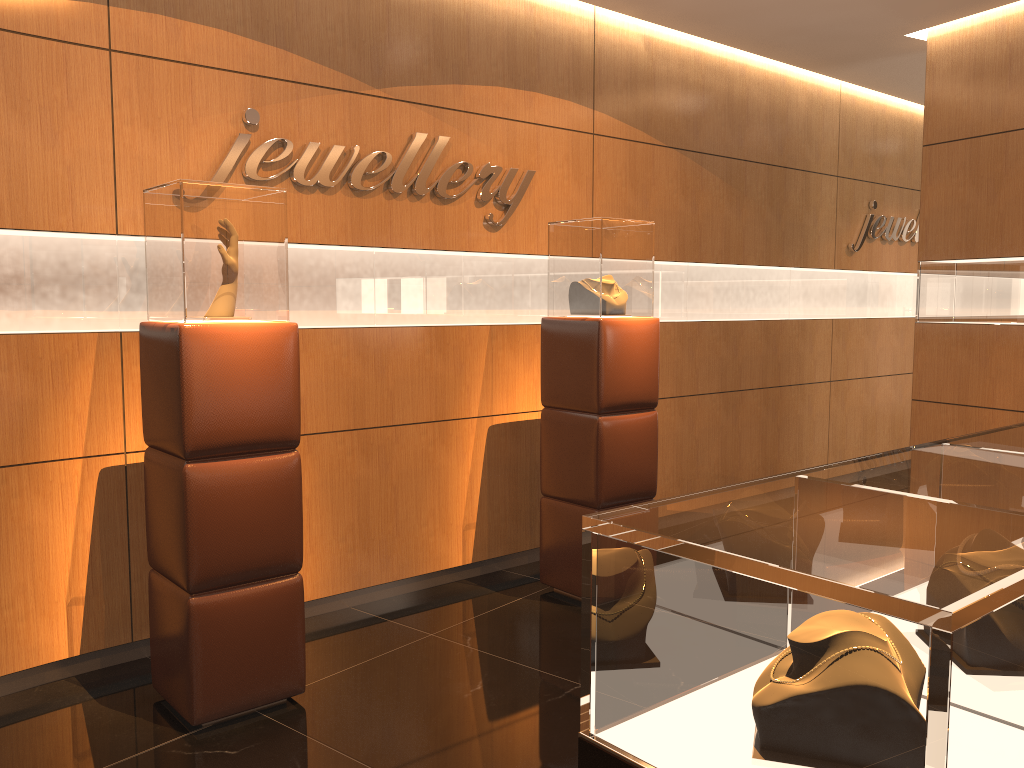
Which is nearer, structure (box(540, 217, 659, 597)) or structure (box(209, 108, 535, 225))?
structure (box(209, 108, 535, 225))

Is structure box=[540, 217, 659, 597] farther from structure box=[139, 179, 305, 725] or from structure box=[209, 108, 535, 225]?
structure box=[139, 179, 305, 725]

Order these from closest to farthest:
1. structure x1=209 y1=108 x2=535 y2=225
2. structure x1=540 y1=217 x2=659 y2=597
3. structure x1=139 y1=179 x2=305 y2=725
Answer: structure x1=139 y1=179 x2=305 y2=725 < structure x1=209 y1=108 x2=535 y2=225 < structure x1=540 y1=217 x2=659 y2=597

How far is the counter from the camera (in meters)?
1.06

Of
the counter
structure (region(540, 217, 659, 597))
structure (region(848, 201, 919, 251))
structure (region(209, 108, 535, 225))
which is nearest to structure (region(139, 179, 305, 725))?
structure (region(209, 108, 535, 225))

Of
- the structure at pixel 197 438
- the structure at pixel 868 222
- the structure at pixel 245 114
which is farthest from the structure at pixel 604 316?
the structure at pixel 868 222

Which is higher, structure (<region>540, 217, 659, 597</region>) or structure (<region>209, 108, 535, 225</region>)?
structure (<region>209, 108, 535, 225</region>)

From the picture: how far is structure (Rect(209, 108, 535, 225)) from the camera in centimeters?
396cm

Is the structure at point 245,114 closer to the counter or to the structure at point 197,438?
the structure at point 197,438

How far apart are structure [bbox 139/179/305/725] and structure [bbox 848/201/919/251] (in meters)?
5.52
